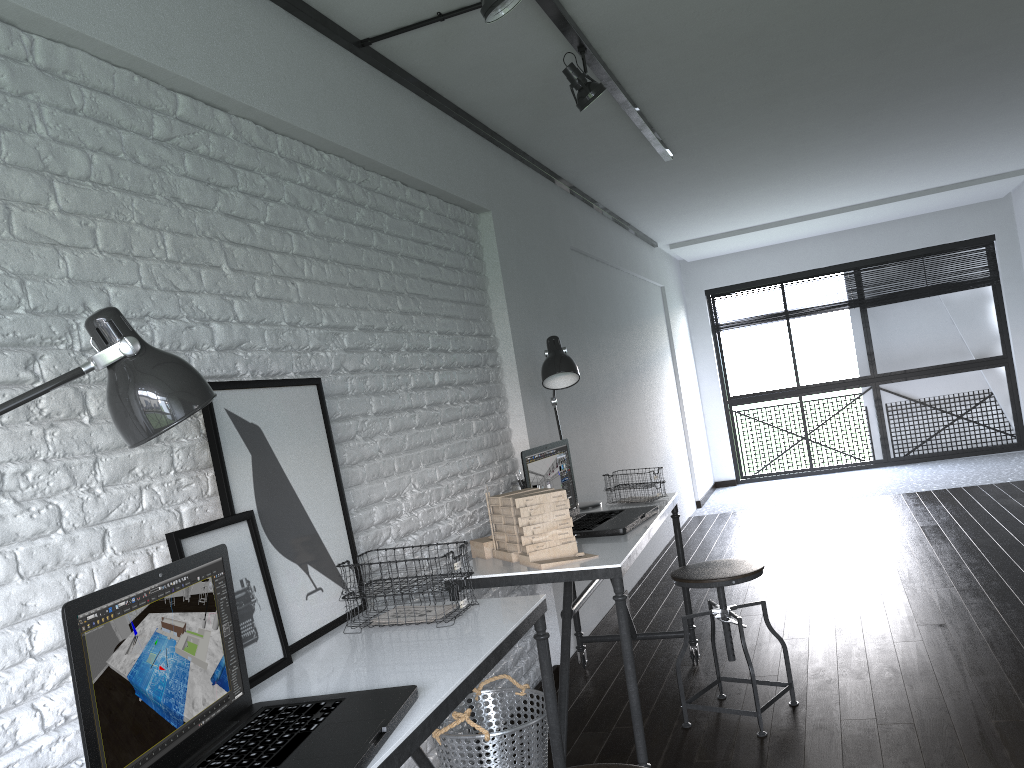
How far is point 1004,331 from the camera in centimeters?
835cm

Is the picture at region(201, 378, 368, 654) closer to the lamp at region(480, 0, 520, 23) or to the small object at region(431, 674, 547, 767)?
the small object at region(431, 674, 547, 767)

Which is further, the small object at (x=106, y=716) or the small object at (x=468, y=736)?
the small object at (x=468, y=736)

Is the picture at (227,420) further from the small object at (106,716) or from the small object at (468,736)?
the small object at (468,736)

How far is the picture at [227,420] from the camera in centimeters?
191cm

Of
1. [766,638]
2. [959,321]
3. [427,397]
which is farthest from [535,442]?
[959,321]

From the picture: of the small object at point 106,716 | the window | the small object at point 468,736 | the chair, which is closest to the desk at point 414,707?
the small object at point 106,716

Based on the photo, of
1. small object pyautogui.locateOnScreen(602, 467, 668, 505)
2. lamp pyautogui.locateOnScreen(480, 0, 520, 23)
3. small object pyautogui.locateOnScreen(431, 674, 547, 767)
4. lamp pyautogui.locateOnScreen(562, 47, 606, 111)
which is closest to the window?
small object pyautogui.locateOnScreen(602, 467, 668, 505)

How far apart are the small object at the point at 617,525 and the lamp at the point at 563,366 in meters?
0.2

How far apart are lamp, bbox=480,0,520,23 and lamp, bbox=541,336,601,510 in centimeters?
136cm
